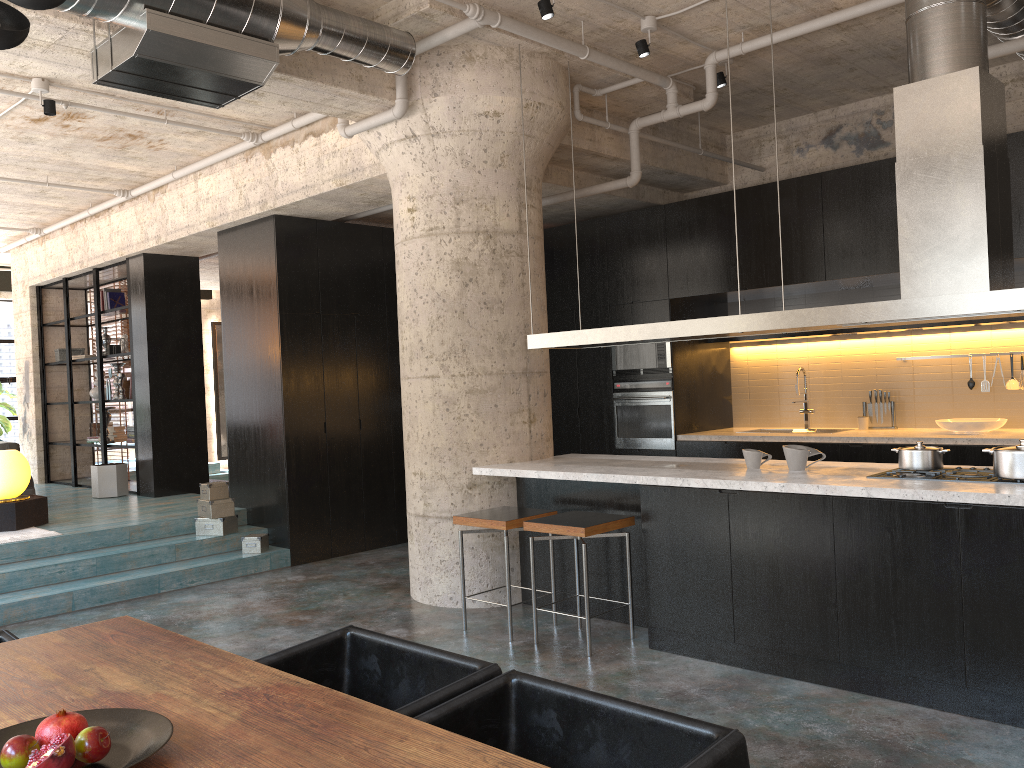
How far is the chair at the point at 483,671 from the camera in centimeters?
235cm

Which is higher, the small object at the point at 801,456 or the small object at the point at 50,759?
the small object at the point at 801,456

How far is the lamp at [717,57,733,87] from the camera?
6.3 meters

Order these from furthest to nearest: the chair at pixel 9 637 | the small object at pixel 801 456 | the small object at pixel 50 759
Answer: the small object at pixel 801 456 → the chair at pixel 9 637 → the small object at pixel 50 759

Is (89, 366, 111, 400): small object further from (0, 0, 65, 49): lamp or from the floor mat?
(0, 0, 65, 49): lamp

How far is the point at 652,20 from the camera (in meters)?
5.64

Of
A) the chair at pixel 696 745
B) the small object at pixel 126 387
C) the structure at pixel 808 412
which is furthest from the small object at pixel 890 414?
the small object at pixel 126 387

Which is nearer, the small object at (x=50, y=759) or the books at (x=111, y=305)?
the small object at (x=50, y=759)

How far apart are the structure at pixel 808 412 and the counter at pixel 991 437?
0.6m

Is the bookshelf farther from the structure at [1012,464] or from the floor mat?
the structure at [1012,464]
